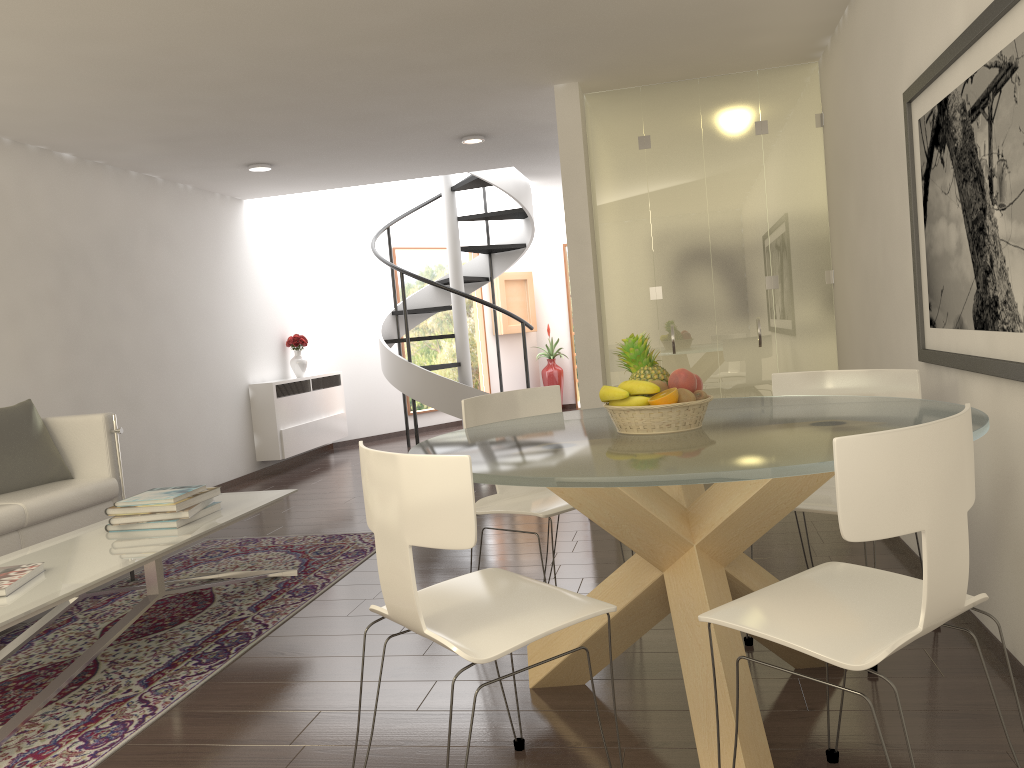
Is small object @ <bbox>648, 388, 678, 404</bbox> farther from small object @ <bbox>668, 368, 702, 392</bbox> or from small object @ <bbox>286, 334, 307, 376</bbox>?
small object @ <bbox>286, 334, 307, 376</bbox>

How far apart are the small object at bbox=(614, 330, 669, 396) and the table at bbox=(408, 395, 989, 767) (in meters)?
0.19

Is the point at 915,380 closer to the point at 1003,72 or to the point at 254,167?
the point at 1003,72

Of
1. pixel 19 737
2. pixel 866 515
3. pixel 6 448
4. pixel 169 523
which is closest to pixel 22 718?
pixel 19 737

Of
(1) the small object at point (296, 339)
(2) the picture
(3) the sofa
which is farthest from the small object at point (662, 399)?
(1) the small object at point (296, 339)

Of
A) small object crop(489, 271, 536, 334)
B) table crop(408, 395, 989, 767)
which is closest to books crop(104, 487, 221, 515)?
table crop(408, 395, 989, 767)

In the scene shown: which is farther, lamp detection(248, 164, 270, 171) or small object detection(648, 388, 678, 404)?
lamp detection(248, 164, 270, 171)

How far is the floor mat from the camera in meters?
3.2

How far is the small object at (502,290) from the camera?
13.0m

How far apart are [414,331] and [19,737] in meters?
9.3 m
